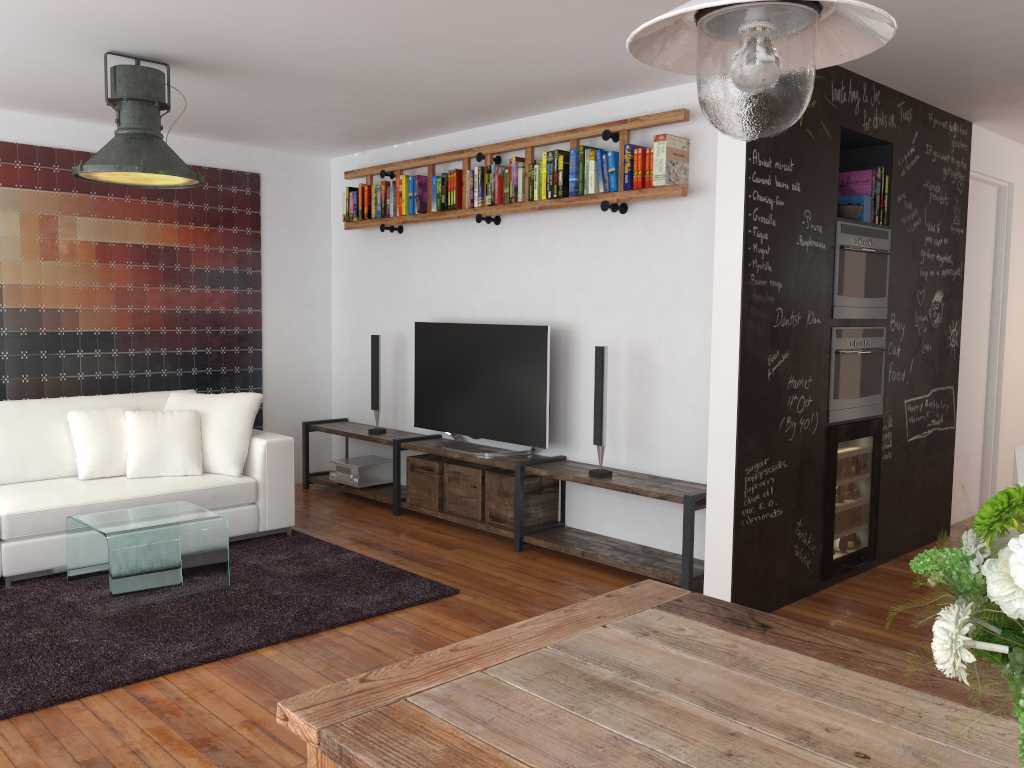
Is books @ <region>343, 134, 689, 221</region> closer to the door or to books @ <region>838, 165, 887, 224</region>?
books @ <region>838, 165, 887, 224</region>

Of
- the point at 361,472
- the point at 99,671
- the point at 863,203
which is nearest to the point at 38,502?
the point at 99,671

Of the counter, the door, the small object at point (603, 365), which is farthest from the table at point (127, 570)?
the door

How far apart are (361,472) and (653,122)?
3.11m

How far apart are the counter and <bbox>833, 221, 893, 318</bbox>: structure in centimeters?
137cm

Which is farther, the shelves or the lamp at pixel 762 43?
the shelves

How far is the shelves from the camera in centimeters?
439cm

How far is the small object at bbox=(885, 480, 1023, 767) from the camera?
0.97m

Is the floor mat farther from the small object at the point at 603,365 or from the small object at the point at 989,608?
the small object at the point at 989,608

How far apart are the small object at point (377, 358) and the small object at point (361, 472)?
0.3m
